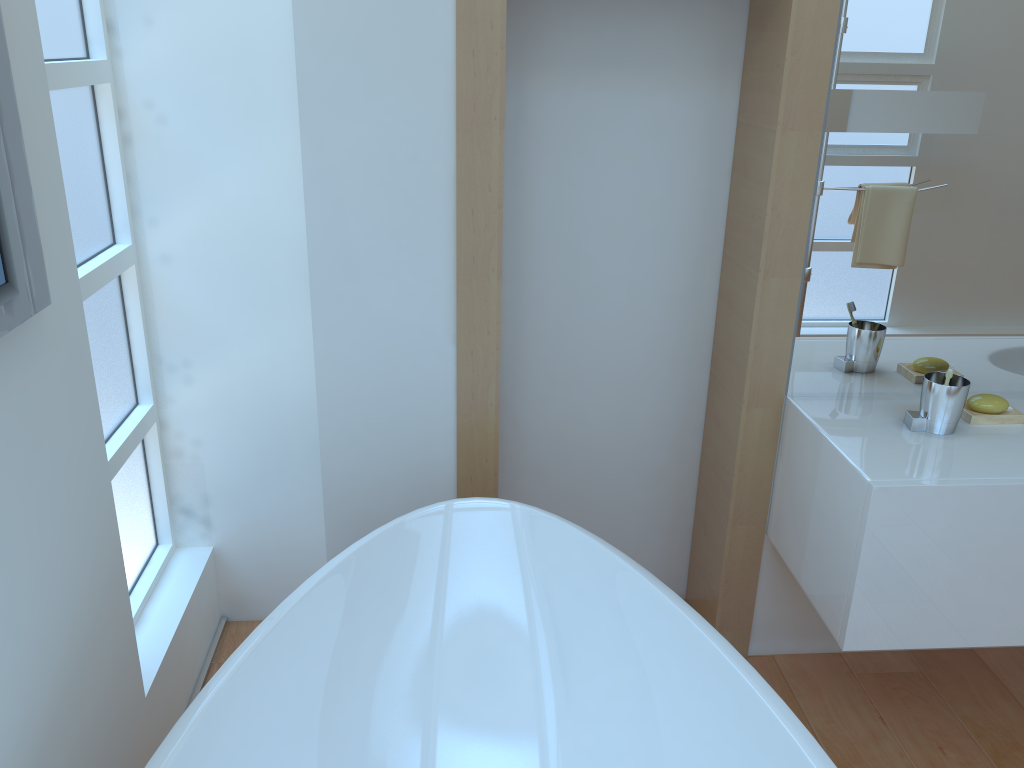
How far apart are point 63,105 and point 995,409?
2.1m

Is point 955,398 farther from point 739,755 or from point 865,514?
point 739,755

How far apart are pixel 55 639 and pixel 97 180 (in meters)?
1.02

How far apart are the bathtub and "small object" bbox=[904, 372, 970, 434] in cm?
67

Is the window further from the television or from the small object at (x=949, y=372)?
the small object at (x=949, y=372)

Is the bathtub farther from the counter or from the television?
the television

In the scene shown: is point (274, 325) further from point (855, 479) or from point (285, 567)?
point (855, 479)

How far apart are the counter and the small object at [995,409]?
0.0 meters

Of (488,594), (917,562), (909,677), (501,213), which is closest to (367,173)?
(501,213)

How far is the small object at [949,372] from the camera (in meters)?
1.82
